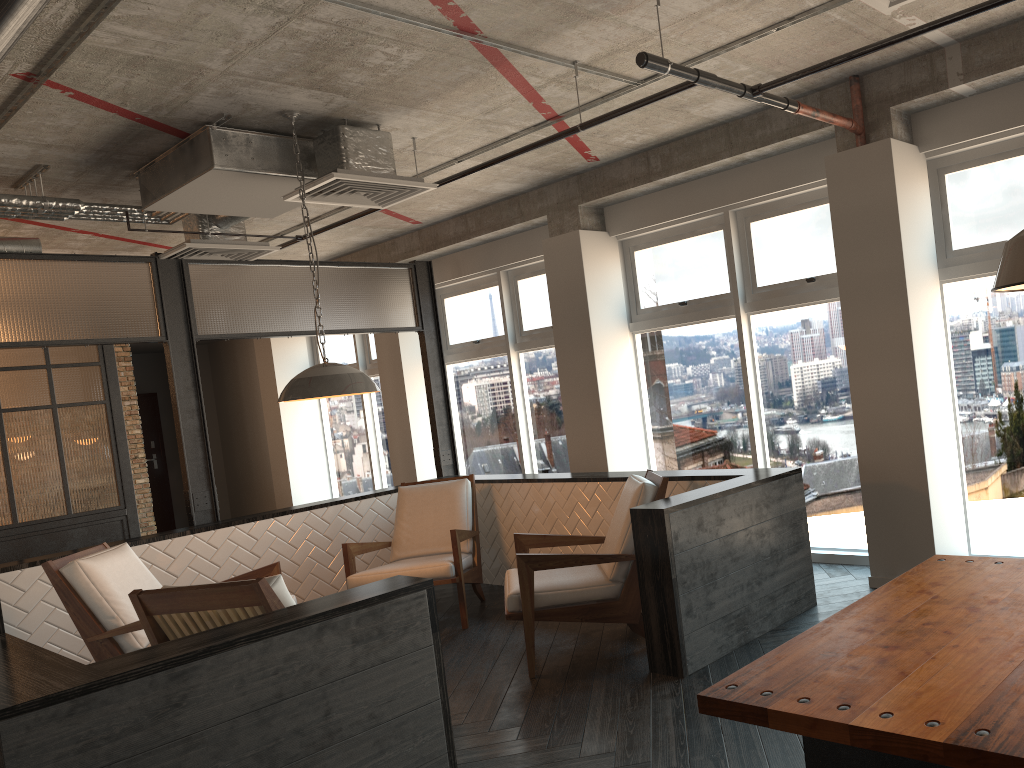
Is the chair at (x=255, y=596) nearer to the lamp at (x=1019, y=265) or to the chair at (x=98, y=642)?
the chair at (x=98, y=642)

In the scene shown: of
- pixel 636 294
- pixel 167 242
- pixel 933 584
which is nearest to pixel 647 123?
pixel 636 294

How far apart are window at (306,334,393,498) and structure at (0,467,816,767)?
3.4m

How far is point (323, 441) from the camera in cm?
1144

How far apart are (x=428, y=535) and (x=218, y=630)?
3.3m

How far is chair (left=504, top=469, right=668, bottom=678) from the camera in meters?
4.4

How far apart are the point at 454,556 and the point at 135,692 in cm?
313

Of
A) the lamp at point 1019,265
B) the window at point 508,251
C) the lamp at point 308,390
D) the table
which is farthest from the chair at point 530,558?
the lamp at point 1019,265

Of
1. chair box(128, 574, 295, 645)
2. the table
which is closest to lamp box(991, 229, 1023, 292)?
the table

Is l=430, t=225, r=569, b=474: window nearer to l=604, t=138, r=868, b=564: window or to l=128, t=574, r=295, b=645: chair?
l=604, t=138, r=868, b=564: window
